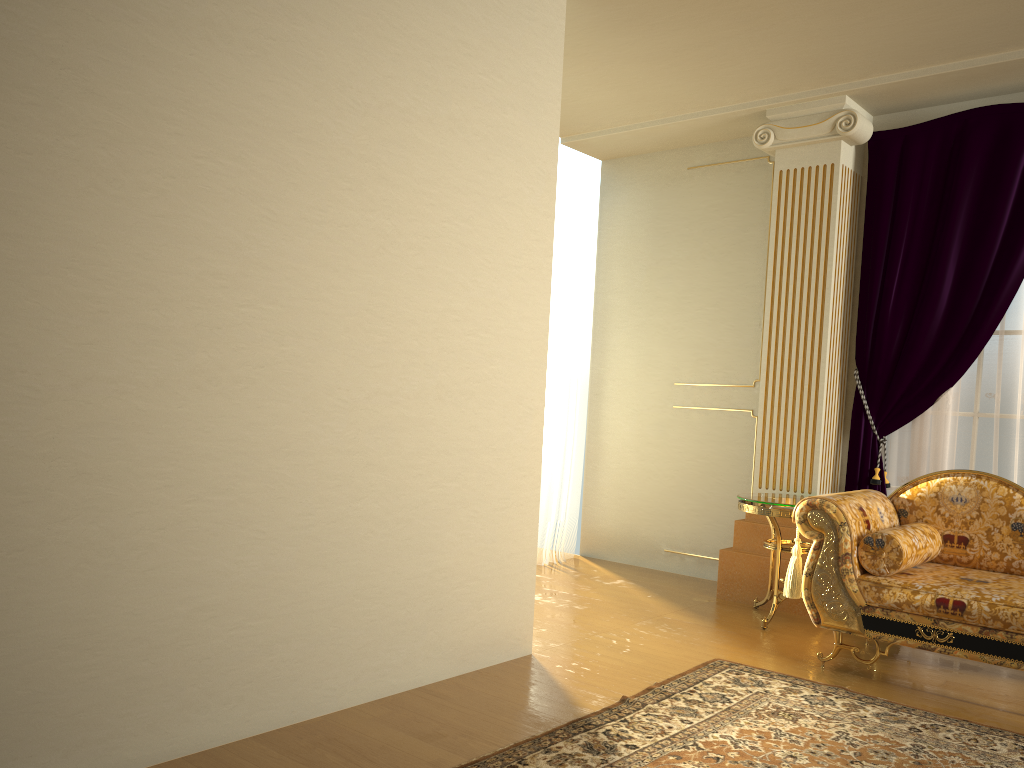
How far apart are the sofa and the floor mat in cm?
28

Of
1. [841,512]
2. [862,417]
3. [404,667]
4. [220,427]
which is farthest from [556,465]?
[220,427]

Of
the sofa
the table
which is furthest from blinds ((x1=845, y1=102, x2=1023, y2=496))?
the sofa

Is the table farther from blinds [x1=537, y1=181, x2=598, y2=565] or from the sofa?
blinds [x1=537, y1=181, x2=598, y2=565]

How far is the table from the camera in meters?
4.3

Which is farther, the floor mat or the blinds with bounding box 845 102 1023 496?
the blinds with bounding box 845 102 1023 496

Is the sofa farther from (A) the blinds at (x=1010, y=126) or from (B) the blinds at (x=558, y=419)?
(B) the blinds at (x=558, y=419)

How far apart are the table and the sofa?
0.4 meters

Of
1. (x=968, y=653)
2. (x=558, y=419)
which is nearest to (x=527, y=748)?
(x=968, y=653)

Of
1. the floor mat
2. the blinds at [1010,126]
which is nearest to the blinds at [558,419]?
the blinds at [1010,126]
